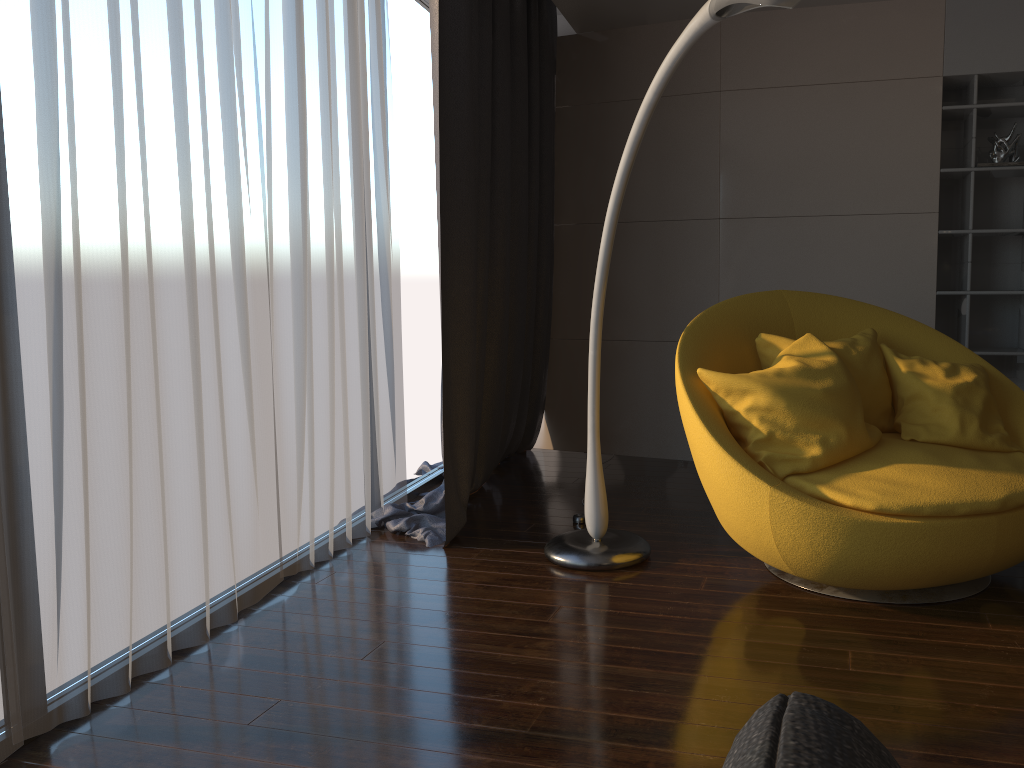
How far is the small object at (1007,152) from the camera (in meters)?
4.39

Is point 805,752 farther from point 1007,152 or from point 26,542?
point 1007,152

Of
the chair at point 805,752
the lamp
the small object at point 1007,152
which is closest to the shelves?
the small object at point 1007,152

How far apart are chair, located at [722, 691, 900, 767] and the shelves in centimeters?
487cm

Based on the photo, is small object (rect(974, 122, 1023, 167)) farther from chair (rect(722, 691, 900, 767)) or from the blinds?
chair (rect(722, 691, 900, 767))

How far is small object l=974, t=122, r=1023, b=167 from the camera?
4.4 meters

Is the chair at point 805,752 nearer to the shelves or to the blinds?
the blinds

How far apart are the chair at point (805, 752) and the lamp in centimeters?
206cm

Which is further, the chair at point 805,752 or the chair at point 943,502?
the chair at point 943,502

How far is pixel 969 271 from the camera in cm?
444
